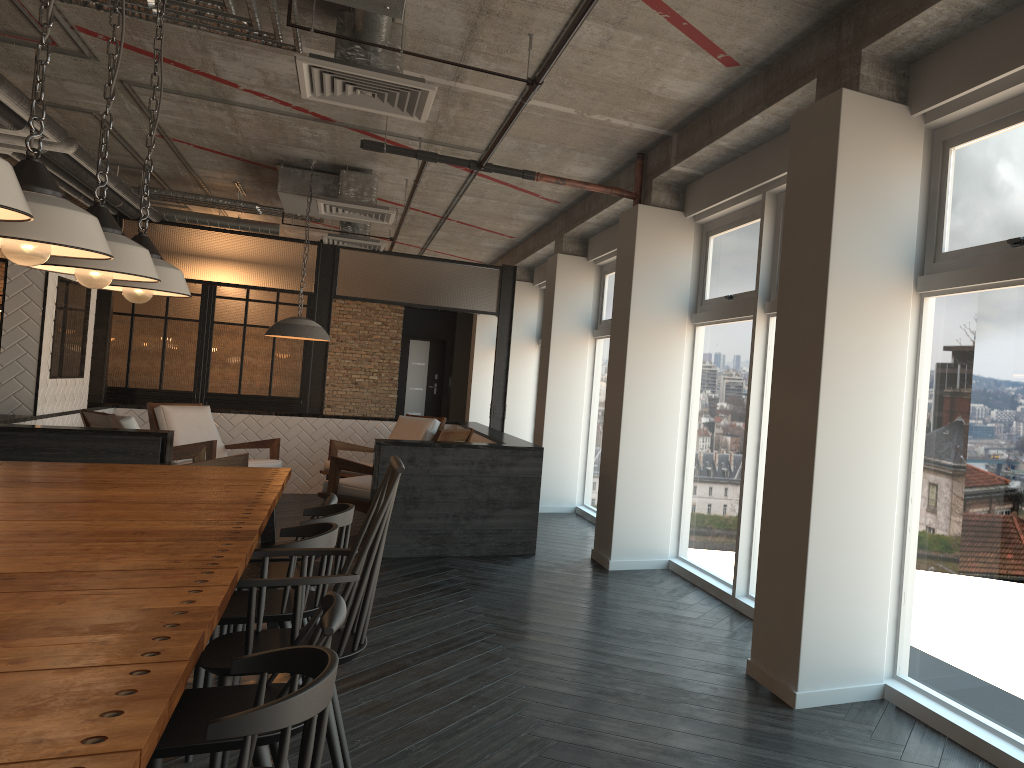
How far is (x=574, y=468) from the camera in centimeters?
892cm

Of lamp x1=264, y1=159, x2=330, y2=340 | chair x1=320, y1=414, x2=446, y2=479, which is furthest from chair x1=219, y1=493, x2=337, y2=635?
chair x1=320, y1=414, x2=446, y2=479

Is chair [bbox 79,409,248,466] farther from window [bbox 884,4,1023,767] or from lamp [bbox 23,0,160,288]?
window [bbox 884,4,1023,767]

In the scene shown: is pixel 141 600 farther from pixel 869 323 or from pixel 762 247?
pixel 762 247

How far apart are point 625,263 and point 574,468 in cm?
319

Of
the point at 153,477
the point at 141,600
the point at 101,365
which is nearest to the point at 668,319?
the point at 153,477

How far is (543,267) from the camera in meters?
11.1 m

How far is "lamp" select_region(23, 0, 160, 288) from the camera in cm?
306

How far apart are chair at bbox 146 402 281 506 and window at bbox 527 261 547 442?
4.14m

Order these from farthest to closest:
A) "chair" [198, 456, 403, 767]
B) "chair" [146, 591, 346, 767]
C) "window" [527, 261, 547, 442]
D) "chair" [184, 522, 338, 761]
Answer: "window" [527, 261, 547, 442] → "chair" [184, 522, 338, 761] → "chair" [198, 456, 403, 767] → "chair" [146, 591, 346, 767]
